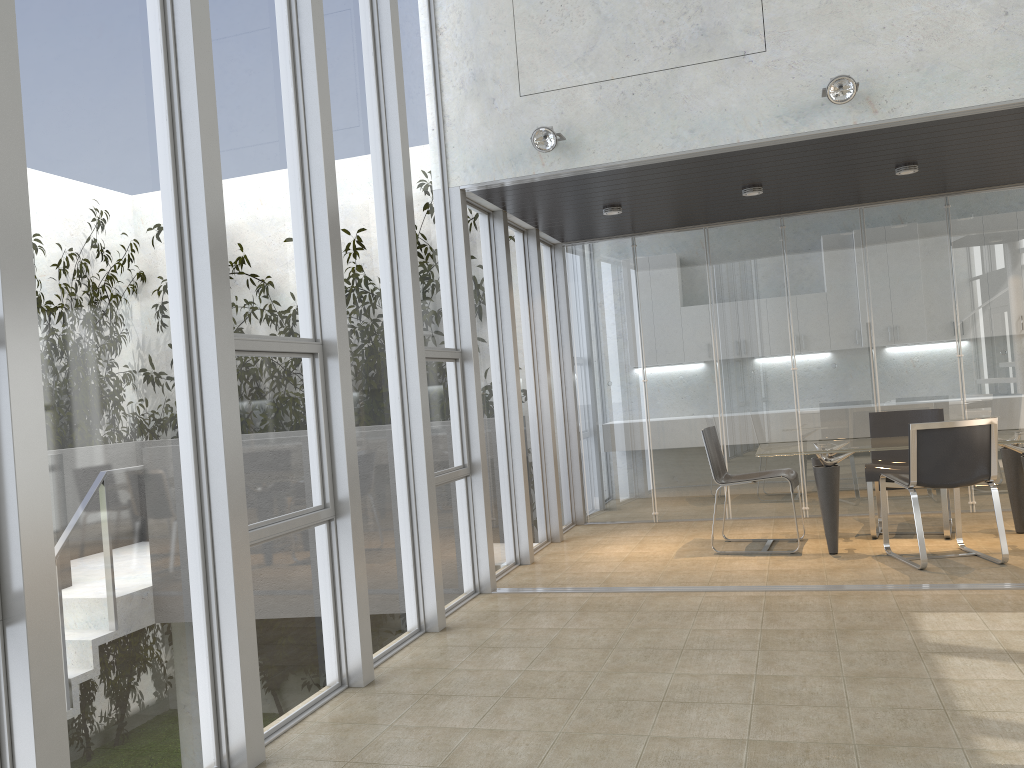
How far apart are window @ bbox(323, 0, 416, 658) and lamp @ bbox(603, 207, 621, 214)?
2.48m

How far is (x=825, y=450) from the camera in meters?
6.1

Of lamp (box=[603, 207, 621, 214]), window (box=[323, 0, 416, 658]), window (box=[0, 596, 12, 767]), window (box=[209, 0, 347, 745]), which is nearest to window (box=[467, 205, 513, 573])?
lamp (box=[603, 207, 621, 214])

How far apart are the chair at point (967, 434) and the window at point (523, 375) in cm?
267

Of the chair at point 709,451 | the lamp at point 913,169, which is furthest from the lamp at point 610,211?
the lamp at point 913,169

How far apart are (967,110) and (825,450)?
2.3m

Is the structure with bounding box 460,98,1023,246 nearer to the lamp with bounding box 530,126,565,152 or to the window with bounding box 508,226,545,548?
the lamp with bounding box 530,126,565,152

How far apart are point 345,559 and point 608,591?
2.1 meters

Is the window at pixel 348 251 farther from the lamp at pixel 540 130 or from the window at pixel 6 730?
the window at pixel 6 730

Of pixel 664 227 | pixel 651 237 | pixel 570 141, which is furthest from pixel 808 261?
pixel 570 141
